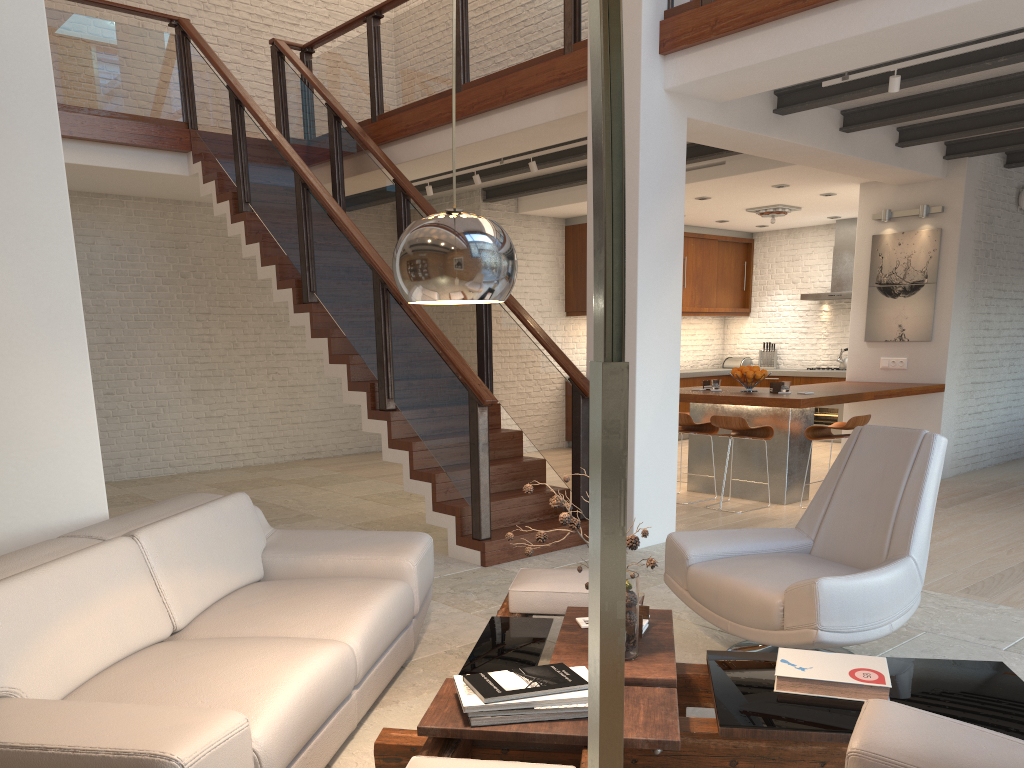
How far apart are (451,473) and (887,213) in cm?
551

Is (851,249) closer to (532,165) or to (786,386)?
(786,386)

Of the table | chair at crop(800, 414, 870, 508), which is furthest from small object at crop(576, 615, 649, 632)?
chair at crop(800, 414, 870, 508)

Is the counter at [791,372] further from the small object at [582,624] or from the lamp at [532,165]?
the small object at [582,624]

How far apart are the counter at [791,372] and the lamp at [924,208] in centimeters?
382cm

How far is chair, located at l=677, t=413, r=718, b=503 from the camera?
7.4 meters

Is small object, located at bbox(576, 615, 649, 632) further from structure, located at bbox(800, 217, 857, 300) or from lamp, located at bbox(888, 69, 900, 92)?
structure, located at bbox(800, 217, 857, 300)

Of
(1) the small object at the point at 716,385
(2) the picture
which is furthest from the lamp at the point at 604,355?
→ (2) the picture

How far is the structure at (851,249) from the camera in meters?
11.5

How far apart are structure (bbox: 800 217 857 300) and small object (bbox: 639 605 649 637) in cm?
949
